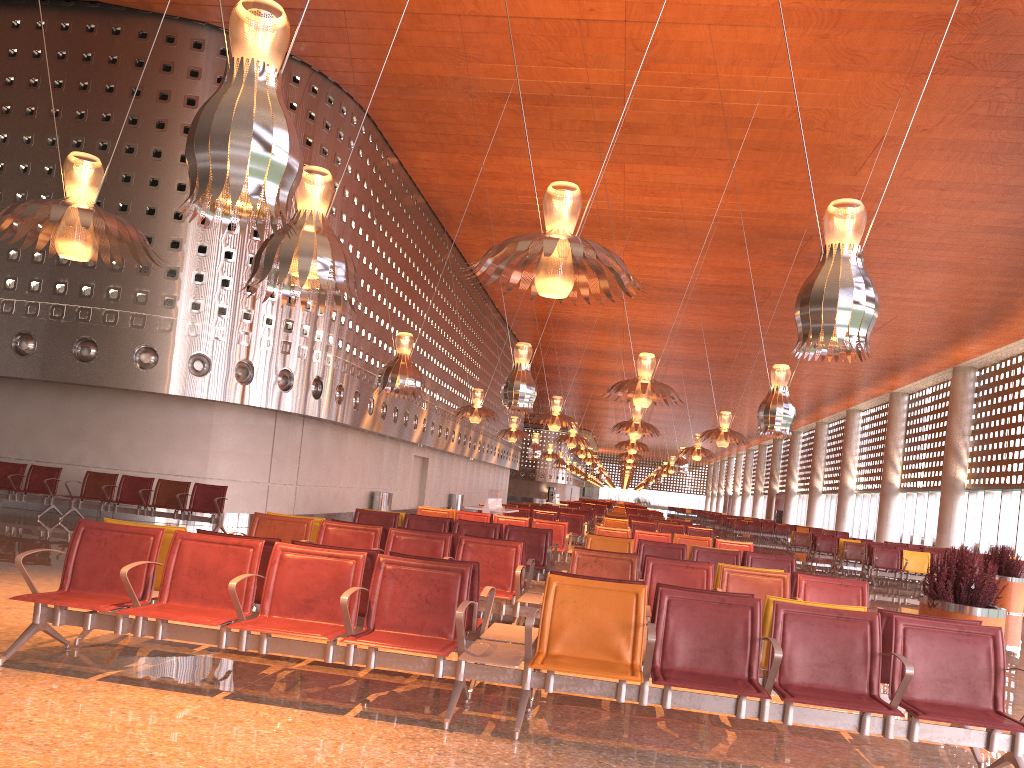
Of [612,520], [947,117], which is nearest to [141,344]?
[612,520]

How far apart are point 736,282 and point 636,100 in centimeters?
1394cm
